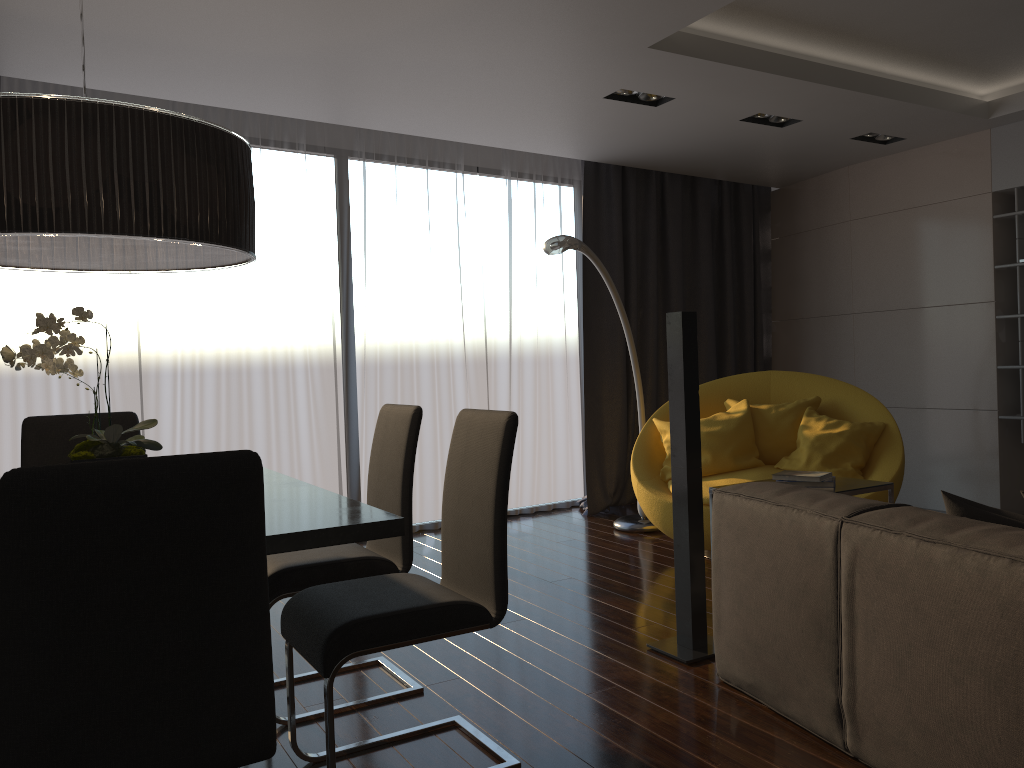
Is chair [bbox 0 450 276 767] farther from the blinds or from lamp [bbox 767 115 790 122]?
lamp [bbox 767 115 790 122]

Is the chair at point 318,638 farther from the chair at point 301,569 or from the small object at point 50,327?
the small object at point 50,327

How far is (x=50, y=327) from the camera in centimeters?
209cm

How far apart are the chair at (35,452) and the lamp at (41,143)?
0.88m

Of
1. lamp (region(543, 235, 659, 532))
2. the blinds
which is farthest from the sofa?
the blinds

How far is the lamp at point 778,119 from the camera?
5.1 meters

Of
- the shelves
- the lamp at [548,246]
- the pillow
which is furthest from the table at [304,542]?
the shelves

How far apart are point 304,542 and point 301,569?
1.0 meters

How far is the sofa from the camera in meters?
1.8

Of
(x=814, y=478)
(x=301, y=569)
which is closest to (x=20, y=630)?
(x=301, y=569)
